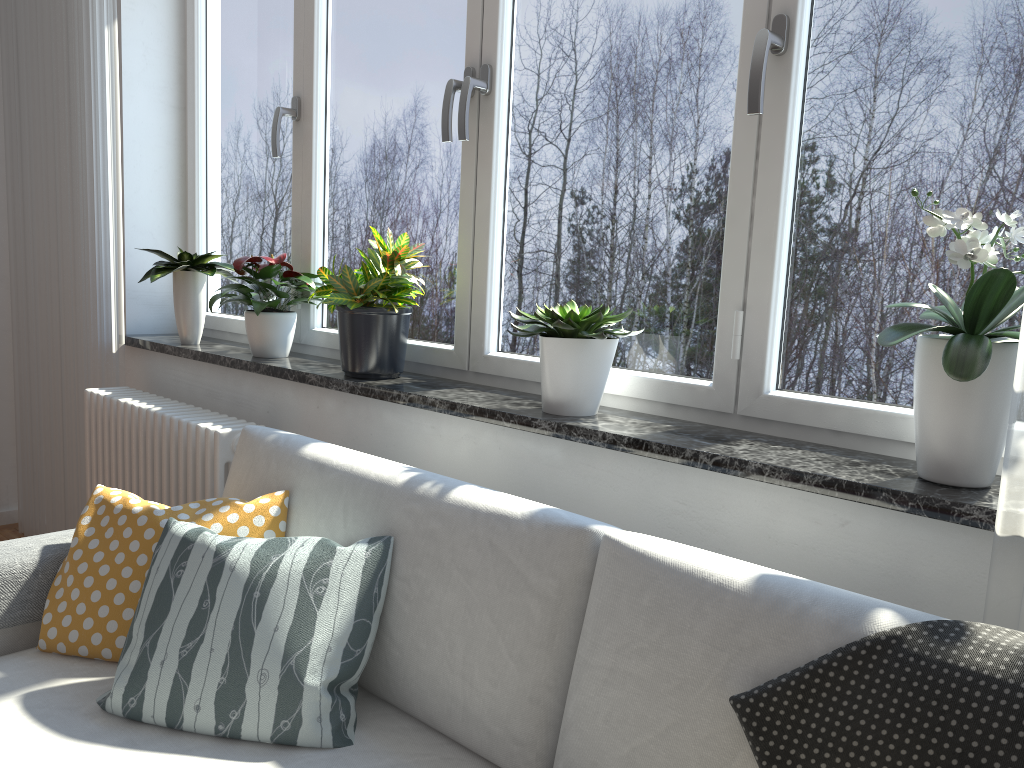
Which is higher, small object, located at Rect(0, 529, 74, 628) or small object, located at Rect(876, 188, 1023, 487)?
small object, located at Rect(876, 188, 1023, 487)

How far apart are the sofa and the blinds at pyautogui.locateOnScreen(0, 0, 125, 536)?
1.2 meters

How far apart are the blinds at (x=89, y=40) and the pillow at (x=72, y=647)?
1.3m

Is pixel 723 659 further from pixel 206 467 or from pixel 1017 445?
pixel 206 467

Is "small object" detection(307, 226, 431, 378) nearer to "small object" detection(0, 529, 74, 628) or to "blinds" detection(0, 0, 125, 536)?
"small object" detection(0, 529, 74, 628)

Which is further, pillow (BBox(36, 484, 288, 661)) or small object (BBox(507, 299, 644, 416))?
small object (BBox(507, 299, 644, 416))

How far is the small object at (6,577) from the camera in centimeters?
172cm

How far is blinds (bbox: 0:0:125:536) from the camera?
2.98m

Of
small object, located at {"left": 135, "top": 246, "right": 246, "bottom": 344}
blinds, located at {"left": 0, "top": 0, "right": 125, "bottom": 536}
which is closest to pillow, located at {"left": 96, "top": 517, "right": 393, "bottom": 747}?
small object, located at {"left": 135, "top": 246, "right": 246, "bottom": 344}

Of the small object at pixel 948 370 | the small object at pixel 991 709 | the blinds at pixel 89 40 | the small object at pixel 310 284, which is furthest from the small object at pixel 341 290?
the small object at pixel 991 709
